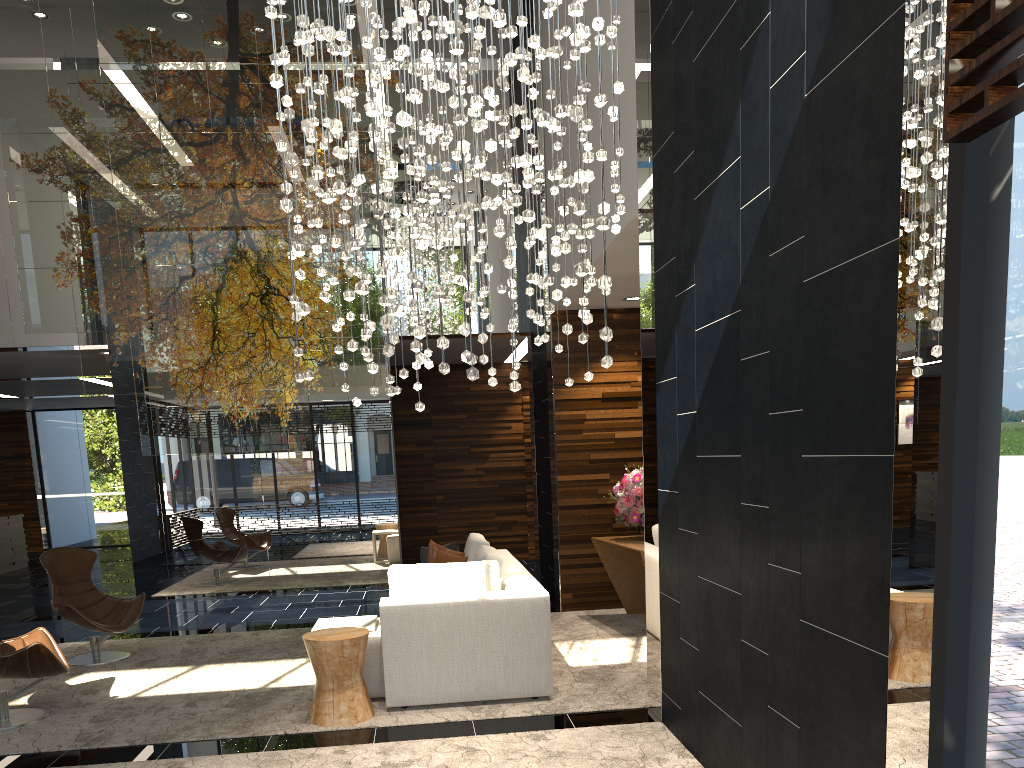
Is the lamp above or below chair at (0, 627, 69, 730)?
above

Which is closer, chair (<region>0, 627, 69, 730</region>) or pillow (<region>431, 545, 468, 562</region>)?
chair (<region>0, 627, 69, 730</region>)

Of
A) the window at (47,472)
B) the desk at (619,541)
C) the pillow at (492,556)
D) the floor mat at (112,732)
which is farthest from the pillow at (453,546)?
the window at (47,472)

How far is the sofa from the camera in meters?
5.0

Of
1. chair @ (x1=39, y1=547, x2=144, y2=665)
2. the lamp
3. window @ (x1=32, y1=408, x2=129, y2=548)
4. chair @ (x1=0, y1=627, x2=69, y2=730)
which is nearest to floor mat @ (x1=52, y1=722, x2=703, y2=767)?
chair @ (x1=0, y1=627, x2=69, y2=730)

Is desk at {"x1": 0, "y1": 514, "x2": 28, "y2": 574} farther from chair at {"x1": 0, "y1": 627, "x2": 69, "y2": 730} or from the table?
the table

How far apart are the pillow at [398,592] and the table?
0.3 meters

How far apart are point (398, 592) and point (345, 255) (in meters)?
2.87

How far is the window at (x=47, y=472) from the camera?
17.54m

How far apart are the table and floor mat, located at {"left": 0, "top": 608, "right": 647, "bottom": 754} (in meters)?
0.42
